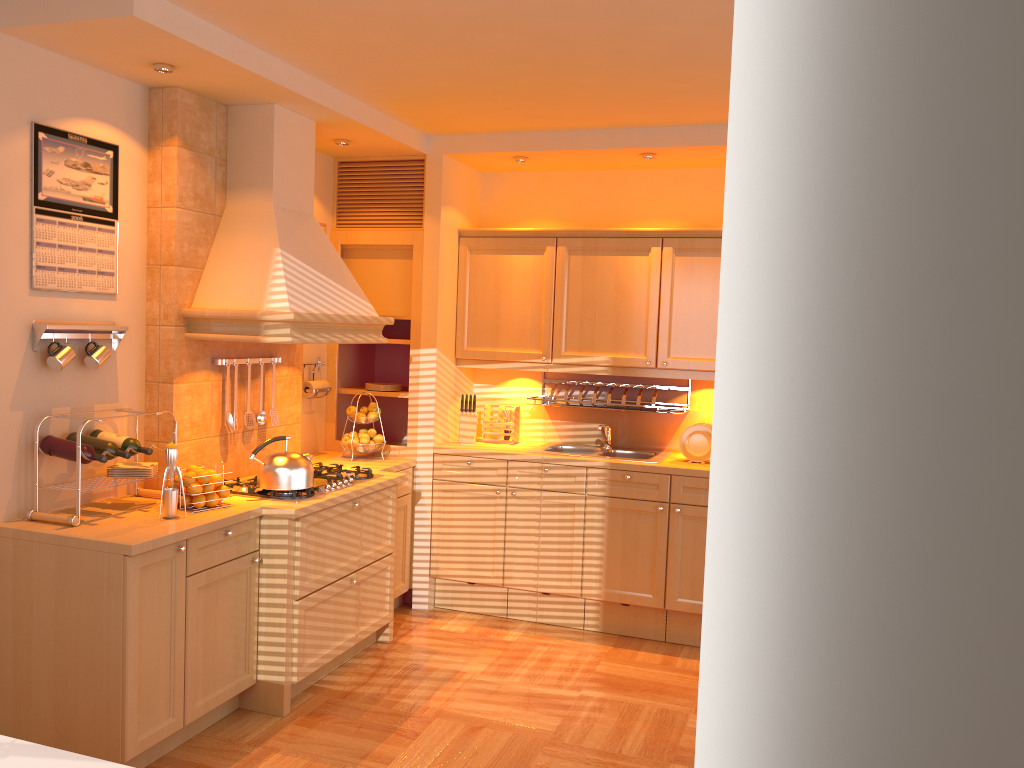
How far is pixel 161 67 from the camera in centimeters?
337cm

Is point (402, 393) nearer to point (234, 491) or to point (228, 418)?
point (228, 418)

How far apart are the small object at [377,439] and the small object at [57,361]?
1.9m

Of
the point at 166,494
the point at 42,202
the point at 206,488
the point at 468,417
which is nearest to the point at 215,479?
the point at 206,488

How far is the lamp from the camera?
3.37m

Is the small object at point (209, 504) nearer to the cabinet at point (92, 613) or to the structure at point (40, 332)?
the cabinet at point (92, 613)

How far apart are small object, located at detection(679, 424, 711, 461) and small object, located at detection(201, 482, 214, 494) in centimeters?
248cm

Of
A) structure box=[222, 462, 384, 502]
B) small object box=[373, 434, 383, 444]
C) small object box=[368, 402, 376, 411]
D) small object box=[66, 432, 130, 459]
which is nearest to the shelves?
small object box=[368, 402, 376, 411]

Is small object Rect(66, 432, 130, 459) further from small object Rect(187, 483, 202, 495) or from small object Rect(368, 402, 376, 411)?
small object Rect(368, 402, 376, 411)

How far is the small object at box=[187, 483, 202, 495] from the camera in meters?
3.5 m
